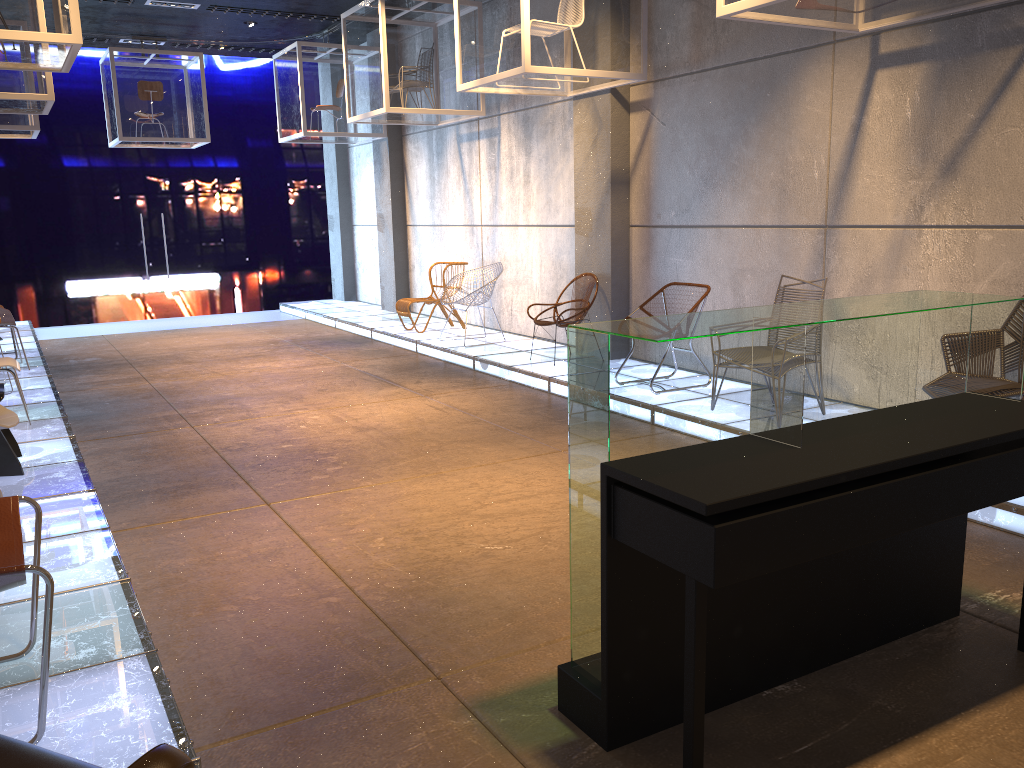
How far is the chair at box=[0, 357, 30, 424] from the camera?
6.2 meters

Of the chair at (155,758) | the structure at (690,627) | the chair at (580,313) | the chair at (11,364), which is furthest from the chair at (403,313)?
the chair at (155,758)

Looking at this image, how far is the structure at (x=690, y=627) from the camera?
2.2 meters

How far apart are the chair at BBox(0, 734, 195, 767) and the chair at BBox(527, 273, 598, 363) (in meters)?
6.59

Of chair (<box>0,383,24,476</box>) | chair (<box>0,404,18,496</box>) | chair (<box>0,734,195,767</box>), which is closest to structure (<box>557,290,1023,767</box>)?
chair (<box>0,734,195,767</box>)

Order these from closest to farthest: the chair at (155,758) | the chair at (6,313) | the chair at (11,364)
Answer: the chair at (155,758) → the chair at (11,364) → the chair at (6,313)

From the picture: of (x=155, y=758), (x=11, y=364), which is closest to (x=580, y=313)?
(x=11, y=364)

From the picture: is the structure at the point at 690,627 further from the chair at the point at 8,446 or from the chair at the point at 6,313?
the chair at the point at 6,313

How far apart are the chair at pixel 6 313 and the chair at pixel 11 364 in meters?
2.4 m

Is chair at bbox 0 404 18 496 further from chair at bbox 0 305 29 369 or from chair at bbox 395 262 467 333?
chair at bbox 395 262 467 333
